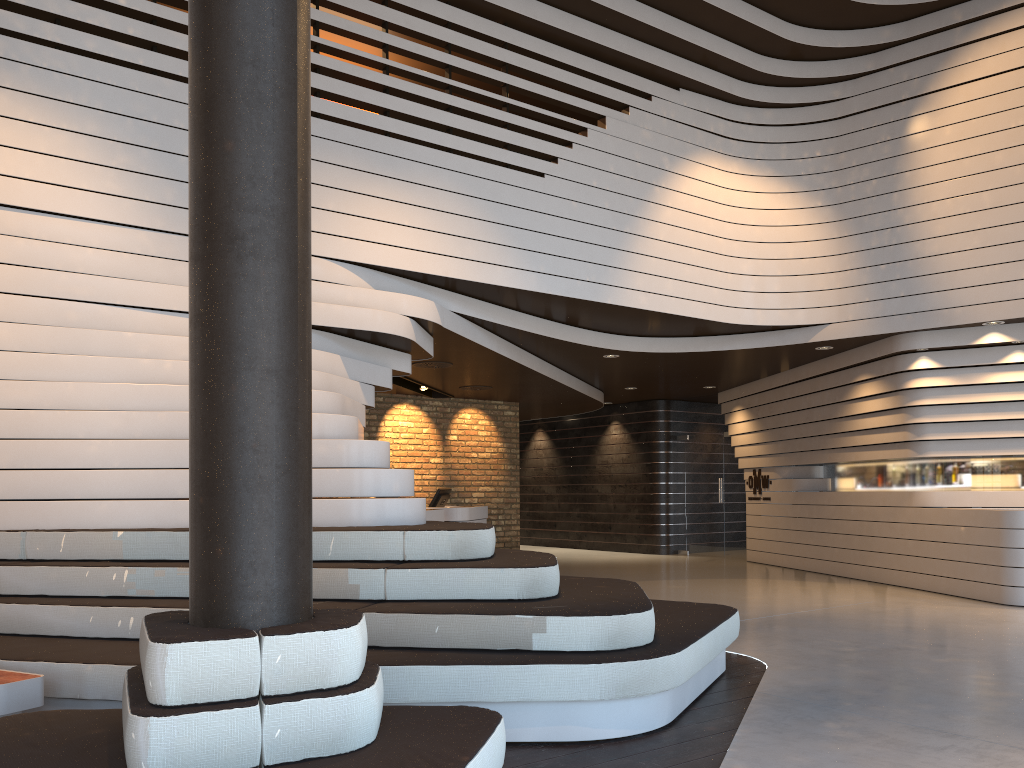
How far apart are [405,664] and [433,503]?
7.9 meters

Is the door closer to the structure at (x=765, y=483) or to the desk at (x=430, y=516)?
the structure at (x=765, y=483)

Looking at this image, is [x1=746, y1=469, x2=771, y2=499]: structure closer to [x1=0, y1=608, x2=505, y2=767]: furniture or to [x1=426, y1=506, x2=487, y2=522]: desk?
[x1=426, y1=506, x2=487, y2=522]: desk

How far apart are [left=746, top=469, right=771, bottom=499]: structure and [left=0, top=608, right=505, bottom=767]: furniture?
10.78m

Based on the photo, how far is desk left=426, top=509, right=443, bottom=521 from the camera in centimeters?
960cm

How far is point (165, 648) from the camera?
2.3m

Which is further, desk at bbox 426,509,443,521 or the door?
the door

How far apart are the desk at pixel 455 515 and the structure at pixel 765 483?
4.22m

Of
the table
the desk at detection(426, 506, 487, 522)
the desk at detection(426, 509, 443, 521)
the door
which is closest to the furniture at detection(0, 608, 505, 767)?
the table

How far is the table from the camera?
3.39m
